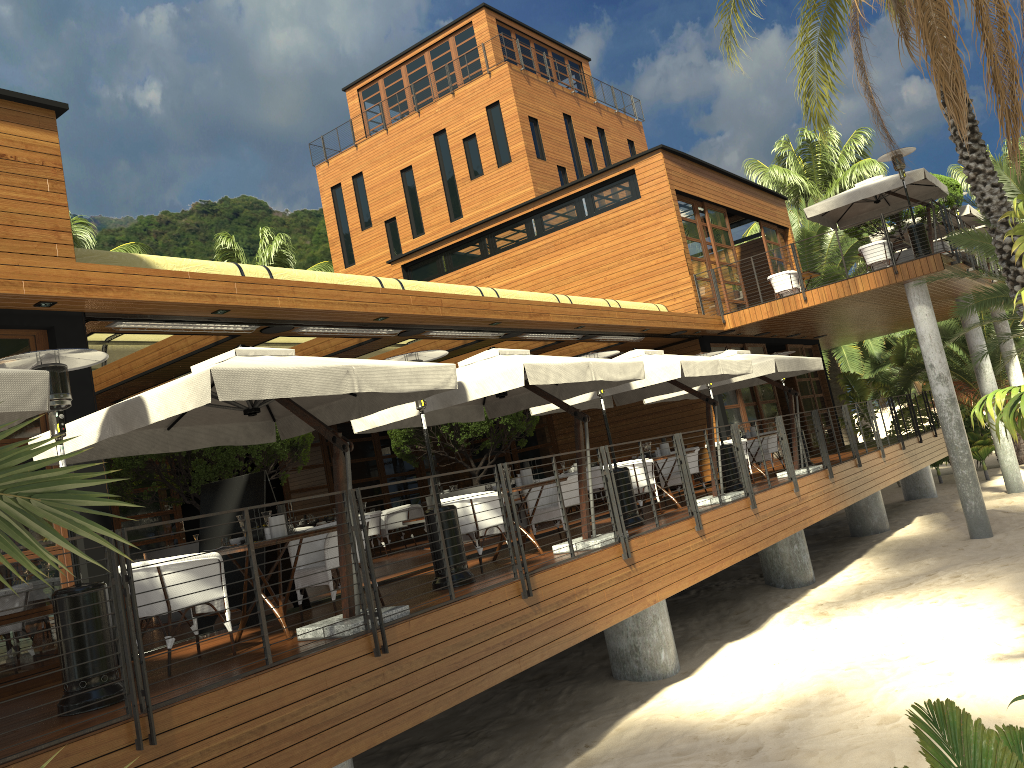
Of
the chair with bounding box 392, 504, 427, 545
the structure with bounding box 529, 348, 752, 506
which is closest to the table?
the structure with bounding box 529, 348, 752, 506

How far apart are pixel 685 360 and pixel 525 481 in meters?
2.9 m

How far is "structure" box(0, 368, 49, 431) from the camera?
4.5 meters

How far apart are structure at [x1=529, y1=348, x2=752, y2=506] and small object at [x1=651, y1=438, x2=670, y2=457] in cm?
80

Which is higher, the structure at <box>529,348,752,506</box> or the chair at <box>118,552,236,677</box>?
the structure at <box>529,348,752,506</box>

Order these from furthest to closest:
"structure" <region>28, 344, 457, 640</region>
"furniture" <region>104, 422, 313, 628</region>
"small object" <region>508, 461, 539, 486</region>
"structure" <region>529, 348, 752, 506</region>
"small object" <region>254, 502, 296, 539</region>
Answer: "structure" <region>529, 348, 752, 506</region>, "furniture" <region>104, 422, 313, 628</region>, "small object" <region>508, 461, 539, 486</region>, "small object" <region>254, 502, 296, 539</region>, "structure" <region>28, 344, 457, 640</region>

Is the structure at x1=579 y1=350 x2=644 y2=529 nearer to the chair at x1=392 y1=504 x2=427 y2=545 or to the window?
the window

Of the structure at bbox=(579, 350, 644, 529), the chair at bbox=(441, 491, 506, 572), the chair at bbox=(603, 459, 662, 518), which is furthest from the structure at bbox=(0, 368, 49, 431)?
the chair at bbox=(603, 459, 662, 518)

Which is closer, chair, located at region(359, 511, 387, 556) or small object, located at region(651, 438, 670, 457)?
small object, located at region(651, 438, 670, 457)

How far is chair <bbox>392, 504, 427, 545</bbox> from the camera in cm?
1789
